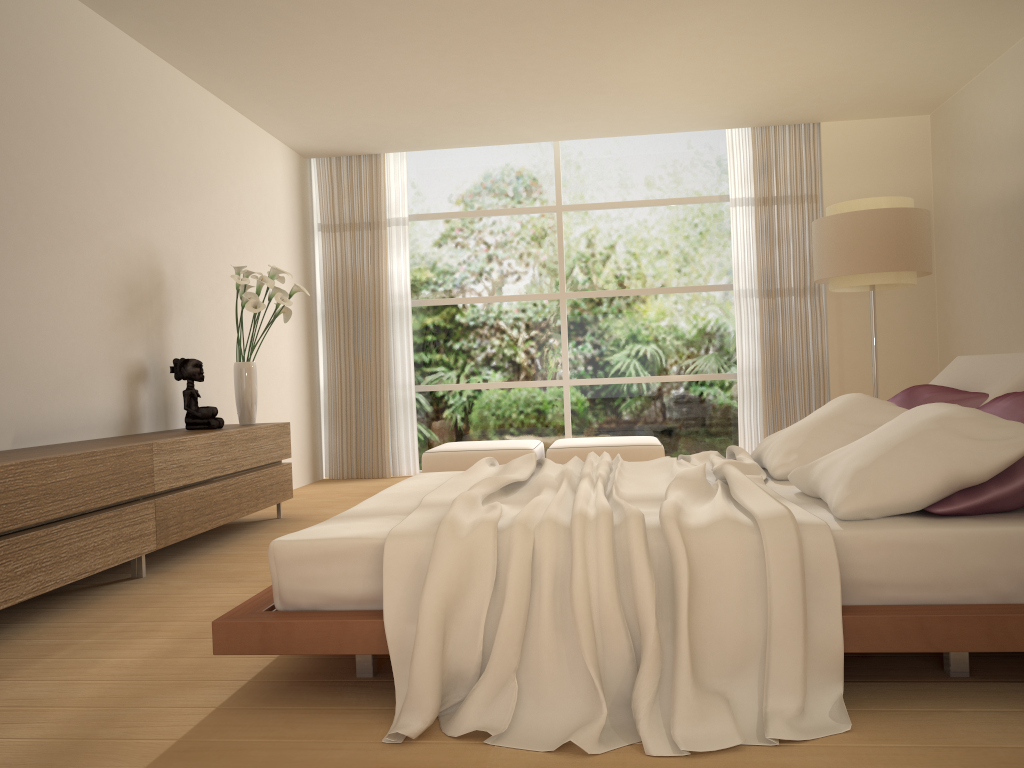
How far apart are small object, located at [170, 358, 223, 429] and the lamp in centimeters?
413cm

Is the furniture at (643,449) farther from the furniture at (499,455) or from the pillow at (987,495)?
the pillow at (987,495)

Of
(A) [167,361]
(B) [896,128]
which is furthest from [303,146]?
(B) [896,128]

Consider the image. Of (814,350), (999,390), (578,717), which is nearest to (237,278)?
(578,717)

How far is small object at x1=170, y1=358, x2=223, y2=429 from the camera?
5.4m

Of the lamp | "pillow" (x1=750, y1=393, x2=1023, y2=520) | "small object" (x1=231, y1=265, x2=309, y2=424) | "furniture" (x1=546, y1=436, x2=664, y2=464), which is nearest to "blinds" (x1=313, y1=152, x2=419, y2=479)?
"furniture" (x1=546, y1=436, x2=664, y2=464)

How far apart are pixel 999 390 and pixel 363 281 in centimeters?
618cm

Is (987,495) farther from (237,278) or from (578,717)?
(237,278)

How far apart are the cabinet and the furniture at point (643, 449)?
2.1m

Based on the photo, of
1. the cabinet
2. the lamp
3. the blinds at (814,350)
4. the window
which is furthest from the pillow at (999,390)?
the window
